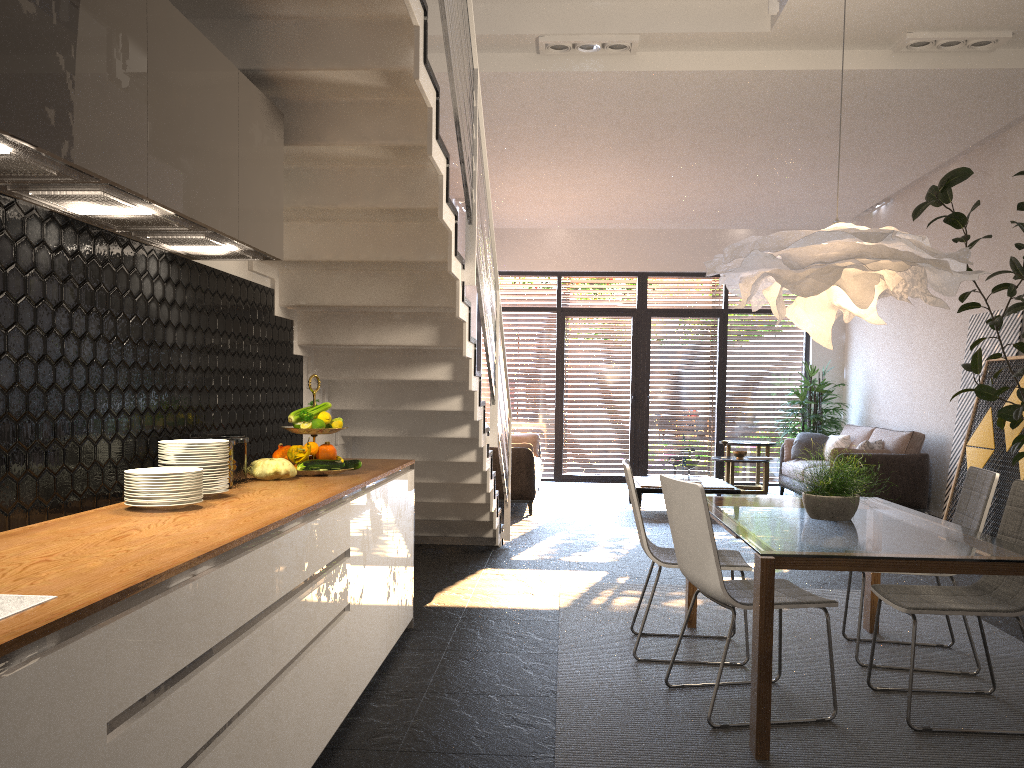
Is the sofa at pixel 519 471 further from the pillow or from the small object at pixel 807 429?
the small object at pixel 807 429

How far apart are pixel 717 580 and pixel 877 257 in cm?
140

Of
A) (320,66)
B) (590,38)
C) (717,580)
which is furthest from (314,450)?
(590,38)

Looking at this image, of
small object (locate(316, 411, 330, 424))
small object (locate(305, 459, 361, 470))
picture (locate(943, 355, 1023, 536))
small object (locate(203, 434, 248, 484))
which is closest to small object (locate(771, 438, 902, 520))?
small object (locate(305, 459, 361, 470))

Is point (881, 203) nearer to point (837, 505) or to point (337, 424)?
point (837, 505)

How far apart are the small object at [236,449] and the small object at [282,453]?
0.41m

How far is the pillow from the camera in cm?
909

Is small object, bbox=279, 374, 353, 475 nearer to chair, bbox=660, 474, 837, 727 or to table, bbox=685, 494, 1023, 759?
chair, bbox=660, 474, 837, 727

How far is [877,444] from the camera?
9.1 meters

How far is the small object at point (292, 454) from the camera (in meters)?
3.69
